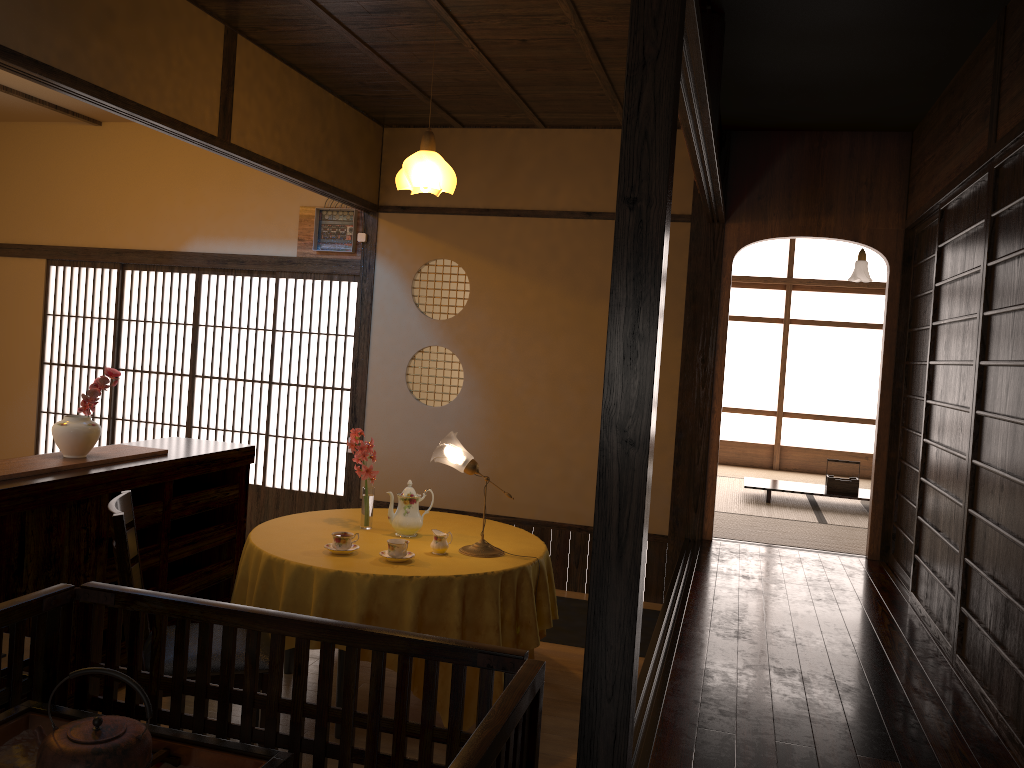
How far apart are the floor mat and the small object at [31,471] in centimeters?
226cm

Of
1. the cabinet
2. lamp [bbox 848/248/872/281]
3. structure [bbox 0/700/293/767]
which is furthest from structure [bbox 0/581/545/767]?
lamp [bbox 848/248/872/281]

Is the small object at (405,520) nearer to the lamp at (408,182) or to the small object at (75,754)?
the lamp at (408,182)

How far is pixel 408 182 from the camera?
4.5m

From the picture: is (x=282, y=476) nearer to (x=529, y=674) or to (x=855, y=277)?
(x=529, y=674)

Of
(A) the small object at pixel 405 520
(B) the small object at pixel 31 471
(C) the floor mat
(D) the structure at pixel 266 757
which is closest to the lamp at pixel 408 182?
(A) the small object at pixel 405 520

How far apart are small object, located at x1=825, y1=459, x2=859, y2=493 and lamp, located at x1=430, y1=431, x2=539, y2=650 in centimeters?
302cm

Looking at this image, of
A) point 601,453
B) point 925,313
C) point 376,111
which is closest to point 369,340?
point 376,111

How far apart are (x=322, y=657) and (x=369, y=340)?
4.32m

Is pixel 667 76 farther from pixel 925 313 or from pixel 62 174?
pixel 62 174
